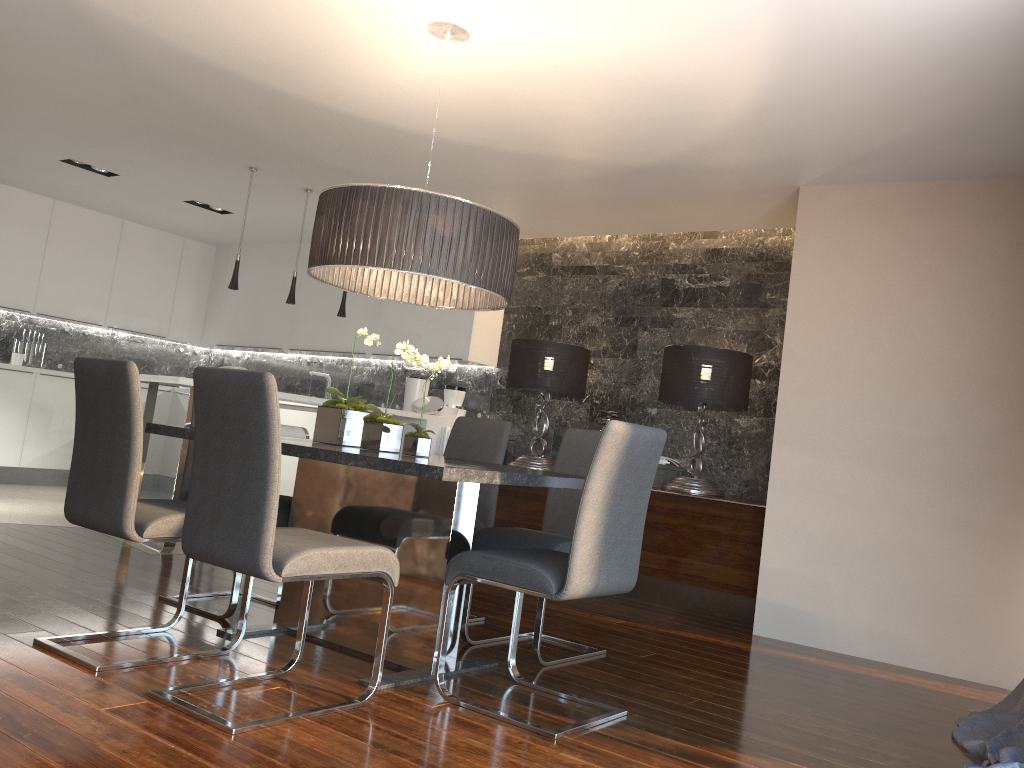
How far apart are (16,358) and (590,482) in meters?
7.1

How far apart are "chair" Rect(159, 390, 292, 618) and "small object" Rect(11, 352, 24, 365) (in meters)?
5.00

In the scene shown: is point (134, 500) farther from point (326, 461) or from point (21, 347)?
point (21, 347)

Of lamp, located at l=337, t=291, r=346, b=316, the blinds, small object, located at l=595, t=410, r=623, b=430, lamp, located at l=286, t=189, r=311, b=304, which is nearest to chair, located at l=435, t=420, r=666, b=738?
the blinds

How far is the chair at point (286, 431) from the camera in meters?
5.3 m

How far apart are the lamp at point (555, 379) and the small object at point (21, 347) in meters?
4.7 m

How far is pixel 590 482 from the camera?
2.69m

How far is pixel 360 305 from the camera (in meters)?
7.94

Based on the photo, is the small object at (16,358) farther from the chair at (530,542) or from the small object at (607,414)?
the chair at (530,542)

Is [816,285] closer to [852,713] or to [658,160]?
[658,160]
